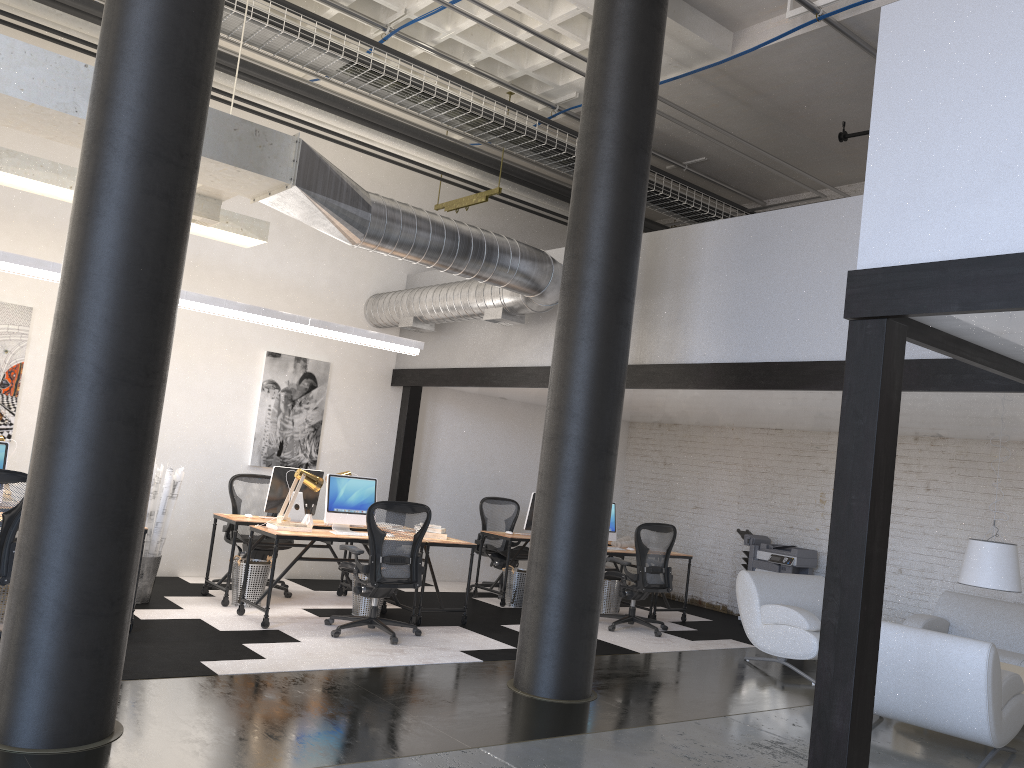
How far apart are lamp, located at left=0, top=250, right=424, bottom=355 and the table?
5.5m

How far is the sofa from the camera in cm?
787

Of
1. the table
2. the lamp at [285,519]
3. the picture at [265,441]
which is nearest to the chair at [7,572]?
the lamp at [285,519]

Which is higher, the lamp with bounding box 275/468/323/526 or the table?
the lamp with bounding box 275/468/323/526

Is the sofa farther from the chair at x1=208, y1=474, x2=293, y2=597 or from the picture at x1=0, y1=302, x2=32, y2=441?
the picture at x1=0, y1=302, x2=32, y2=441

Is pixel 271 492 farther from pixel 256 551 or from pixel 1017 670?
pixel 1017 670

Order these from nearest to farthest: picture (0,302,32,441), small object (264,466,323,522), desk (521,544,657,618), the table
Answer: the table
picture (0,302,32,441)
small object (264,466,323,522)
desk (521,544,657,618)

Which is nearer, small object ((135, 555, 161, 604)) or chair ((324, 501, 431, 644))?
chair ((324, 501, 431, 644))

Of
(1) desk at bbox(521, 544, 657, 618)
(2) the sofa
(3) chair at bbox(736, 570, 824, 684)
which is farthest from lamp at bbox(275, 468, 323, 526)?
(2) the sofa

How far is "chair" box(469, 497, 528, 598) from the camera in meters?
10.0 m
